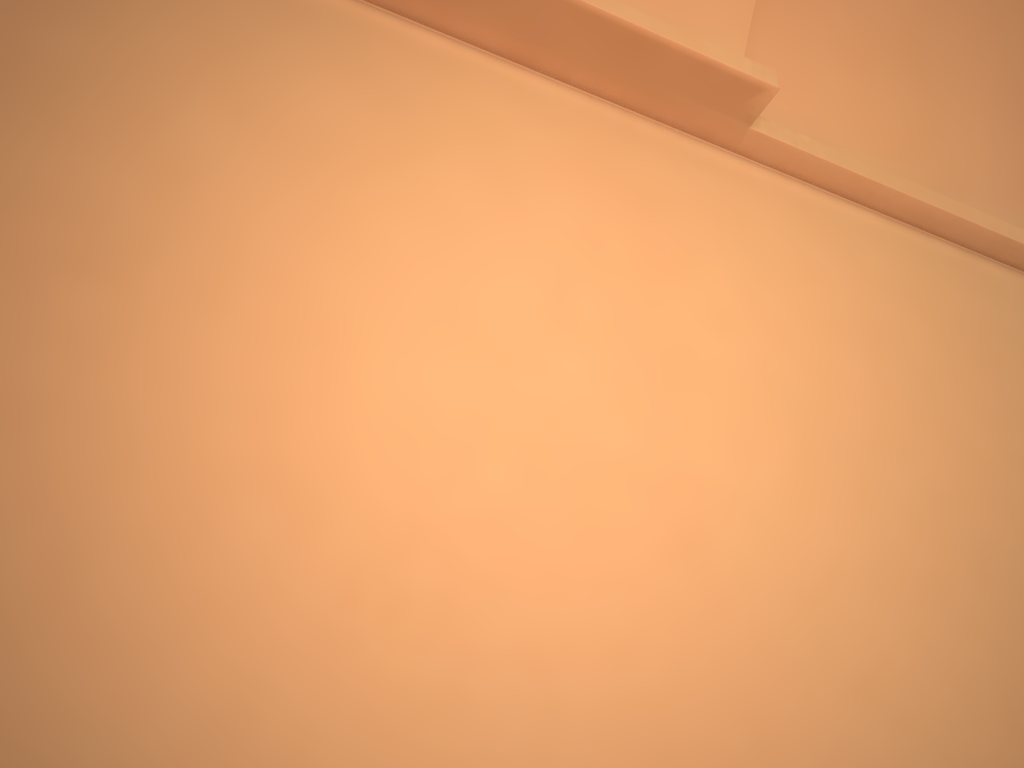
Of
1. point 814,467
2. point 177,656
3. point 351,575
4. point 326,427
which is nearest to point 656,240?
point 814,467
